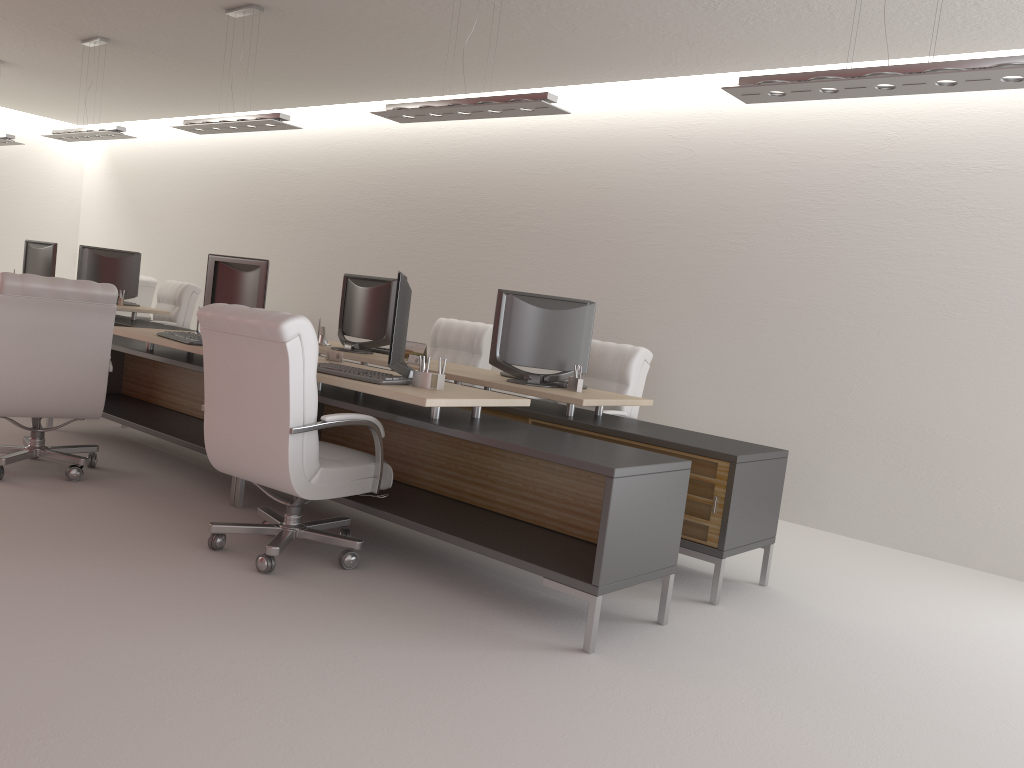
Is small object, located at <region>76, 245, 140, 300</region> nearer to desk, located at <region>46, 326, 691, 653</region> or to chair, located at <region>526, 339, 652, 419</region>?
desk, located at <region>46, 326, 691, 653</region>

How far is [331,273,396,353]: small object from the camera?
8.8m

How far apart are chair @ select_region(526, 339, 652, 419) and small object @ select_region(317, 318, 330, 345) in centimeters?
280cm

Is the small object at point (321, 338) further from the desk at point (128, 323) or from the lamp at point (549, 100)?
the desk at point (128, 323)

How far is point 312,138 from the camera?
14.4 meters

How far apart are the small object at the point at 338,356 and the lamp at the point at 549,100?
2.1 meters

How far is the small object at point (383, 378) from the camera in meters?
6.0 m

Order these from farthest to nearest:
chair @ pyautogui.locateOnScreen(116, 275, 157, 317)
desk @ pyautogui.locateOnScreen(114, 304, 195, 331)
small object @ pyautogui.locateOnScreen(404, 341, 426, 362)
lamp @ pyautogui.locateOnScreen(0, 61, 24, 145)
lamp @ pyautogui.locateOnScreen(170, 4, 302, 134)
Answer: chair @ pyautogui.locateOnScreen(116, 275, 157, 317)
lamp @ pyautogui.locateOnScreen(0, 61, 24, 145)
desk @ pyautogui.locateOnScreen(114, 304, 195, 331)
lamp @ pyautogui.locateOnScreen(170, 4, 302, 134)
small object @ pyautogui.locateOnScreen(404, 341, 426, 362)

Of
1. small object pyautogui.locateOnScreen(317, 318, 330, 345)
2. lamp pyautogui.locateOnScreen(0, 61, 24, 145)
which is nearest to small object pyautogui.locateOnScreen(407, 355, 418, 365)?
small object pyautogui.locateOnScreen(317, 318, 330, 345)

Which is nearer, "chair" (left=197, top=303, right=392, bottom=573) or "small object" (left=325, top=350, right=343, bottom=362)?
"chair" (left=197, top=303, right=392, bottom=573)
